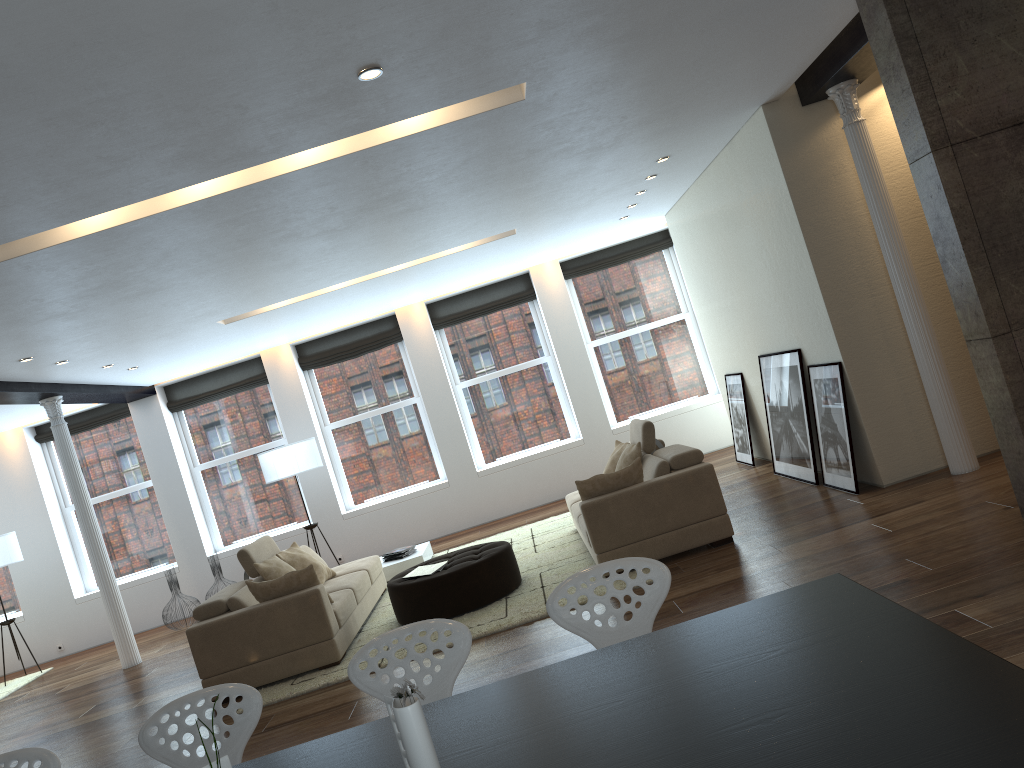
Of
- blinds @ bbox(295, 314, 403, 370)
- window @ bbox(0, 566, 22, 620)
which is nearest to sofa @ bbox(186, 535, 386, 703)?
blinds @ bbox(295, 314, 403, 370)

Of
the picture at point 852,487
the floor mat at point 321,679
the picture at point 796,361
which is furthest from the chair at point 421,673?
the picture at point 796,361

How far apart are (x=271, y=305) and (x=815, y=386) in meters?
5.1 m

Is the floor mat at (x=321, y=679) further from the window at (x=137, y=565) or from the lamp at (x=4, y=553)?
the lamp at (x=4, y=553)

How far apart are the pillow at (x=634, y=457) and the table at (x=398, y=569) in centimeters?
286cm

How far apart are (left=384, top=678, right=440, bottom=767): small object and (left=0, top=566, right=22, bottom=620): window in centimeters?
1188cm

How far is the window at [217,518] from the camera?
11.9m

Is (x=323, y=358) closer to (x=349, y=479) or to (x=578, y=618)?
(x=349, y=479)

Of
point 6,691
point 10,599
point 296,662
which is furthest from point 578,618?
point 10,599

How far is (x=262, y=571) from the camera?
7.12m
